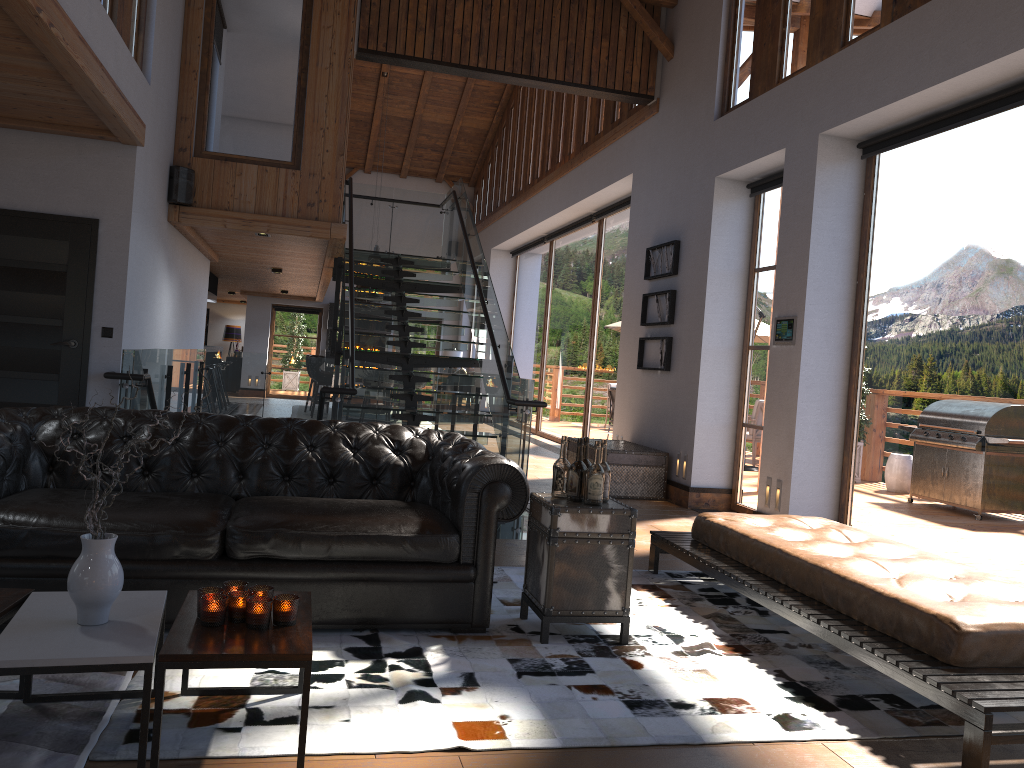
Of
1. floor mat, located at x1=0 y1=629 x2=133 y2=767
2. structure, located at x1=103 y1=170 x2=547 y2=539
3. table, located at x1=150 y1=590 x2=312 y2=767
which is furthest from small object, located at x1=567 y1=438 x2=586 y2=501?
structure, located at x1=103 y1=170 x2=547 y2=539

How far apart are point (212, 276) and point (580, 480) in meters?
13.1

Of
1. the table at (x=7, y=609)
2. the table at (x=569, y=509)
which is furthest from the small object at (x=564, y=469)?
the table at (x=7, y=609)

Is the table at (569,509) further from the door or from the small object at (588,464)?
the door

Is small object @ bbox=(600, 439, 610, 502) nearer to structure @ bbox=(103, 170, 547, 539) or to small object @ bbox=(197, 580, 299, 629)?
small object @ bbox=(197, 580, 299, 629)

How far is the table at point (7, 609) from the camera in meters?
2.7 m

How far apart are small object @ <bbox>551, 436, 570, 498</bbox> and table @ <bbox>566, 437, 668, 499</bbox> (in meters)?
4.43

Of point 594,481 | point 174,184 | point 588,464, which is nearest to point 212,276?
point 174,184

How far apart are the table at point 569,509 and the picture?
4.87m

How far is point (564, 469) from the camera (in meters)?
4.07
